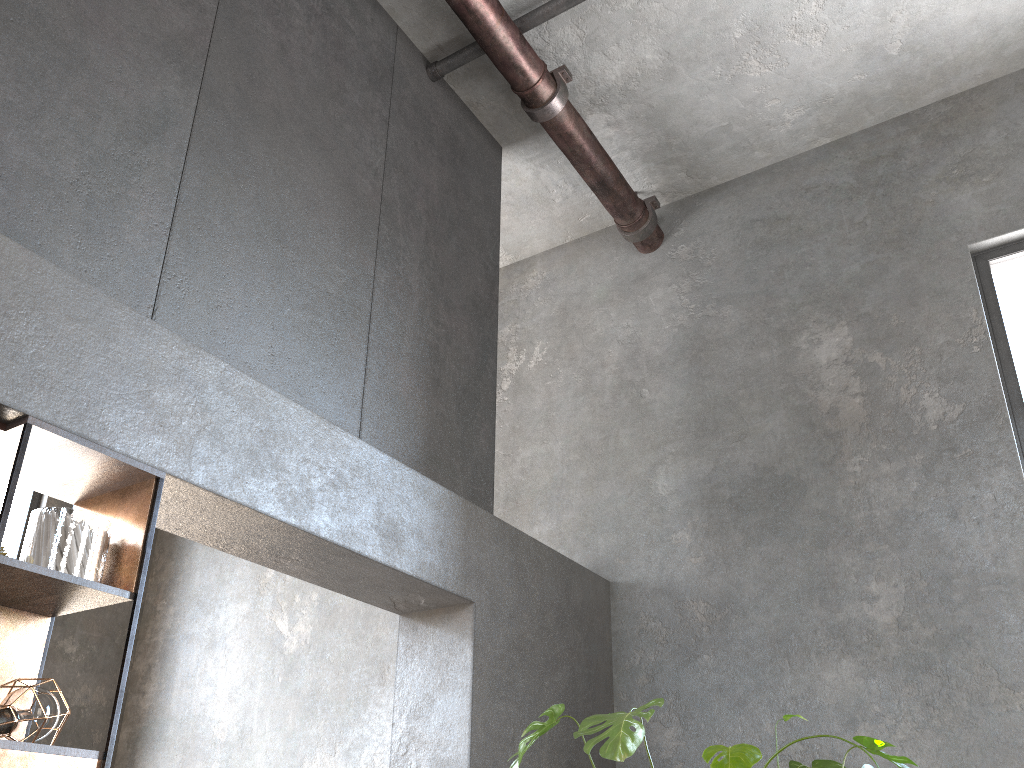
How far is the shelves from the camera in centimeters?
218cm

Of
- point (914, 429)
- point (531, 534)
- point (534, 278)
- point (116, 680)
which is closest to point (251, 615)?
point (116, 680)

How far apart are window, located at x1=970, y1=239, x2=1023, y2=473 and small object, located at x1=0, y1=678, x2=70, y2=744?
4.10m

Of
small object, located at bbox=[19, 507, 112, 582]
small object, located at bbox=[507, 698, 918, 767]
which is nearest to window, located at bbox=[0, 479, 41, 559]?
small object, located at bbox=[19, 507, 112, 582]

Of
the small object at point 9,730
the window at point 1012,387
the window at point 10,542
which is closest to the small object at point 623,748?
the small object at point 9,730

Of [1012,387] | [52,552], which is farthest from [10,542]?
[1012,387]

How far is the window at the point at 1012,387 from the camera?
4.32m

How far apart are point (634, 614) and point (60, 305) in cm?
336

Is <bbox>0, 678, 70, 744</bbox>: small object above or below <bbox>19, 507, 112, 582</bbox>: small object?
below

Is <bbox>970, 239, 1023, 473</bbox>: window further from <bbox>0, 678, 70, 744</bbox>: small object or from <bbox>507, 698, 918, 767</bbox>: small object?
<bbox>0, 678, 70, 744</bbox>: small object
